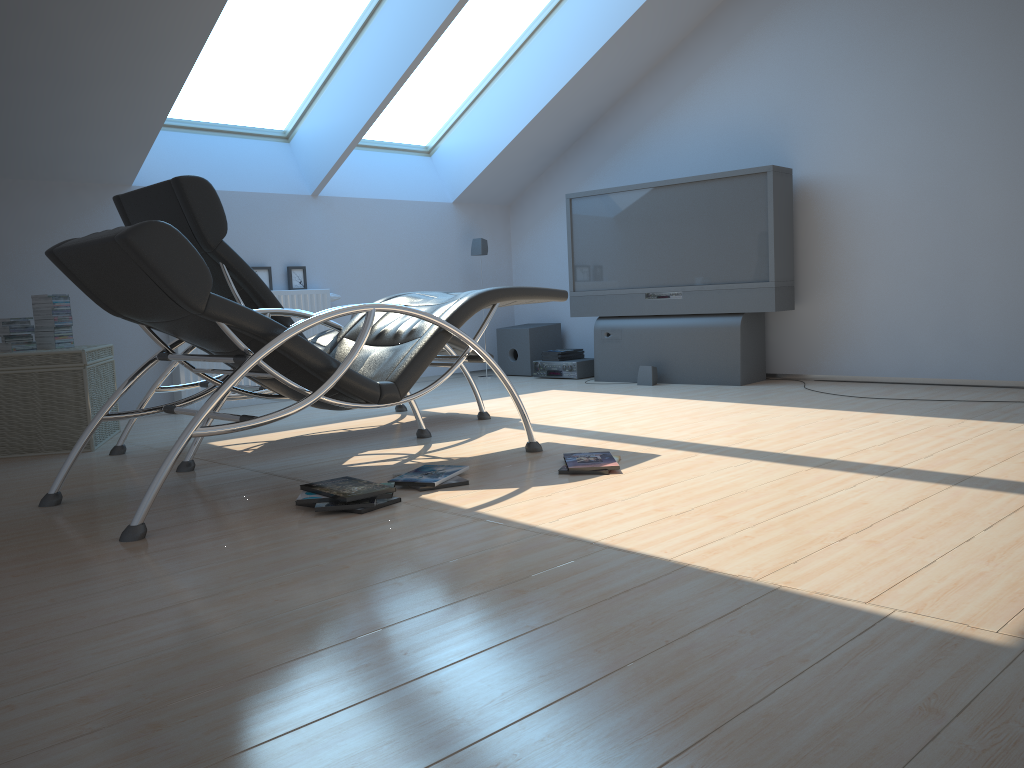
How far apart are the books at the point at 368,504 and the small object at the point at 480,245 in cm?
102

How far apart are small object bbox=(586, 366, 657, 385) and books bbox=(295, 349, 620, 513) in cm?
93

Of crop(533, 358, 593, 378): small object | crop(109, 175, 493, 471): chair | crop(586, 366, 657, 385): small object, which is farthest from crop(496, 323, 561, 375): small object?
crop(109, 175, 493, 471): chair

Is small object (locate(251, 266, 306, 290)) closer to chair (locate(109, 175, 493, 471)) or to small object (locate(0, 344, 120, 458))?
small object (locate(0, 344, 120, 458))

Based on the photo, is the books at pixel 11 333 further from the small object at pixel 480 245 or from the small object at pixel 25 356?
the small object at pixel 480 245

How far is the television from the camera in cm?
589

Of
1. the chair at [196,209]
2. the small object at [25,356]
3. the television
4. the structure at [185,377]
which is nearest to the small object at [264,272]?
the structure at [185,377]

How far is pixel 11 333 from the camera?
4.51m

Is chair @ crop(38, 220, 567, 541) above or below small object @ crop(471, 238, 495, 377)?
below

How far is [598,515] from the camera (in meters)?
2.67
